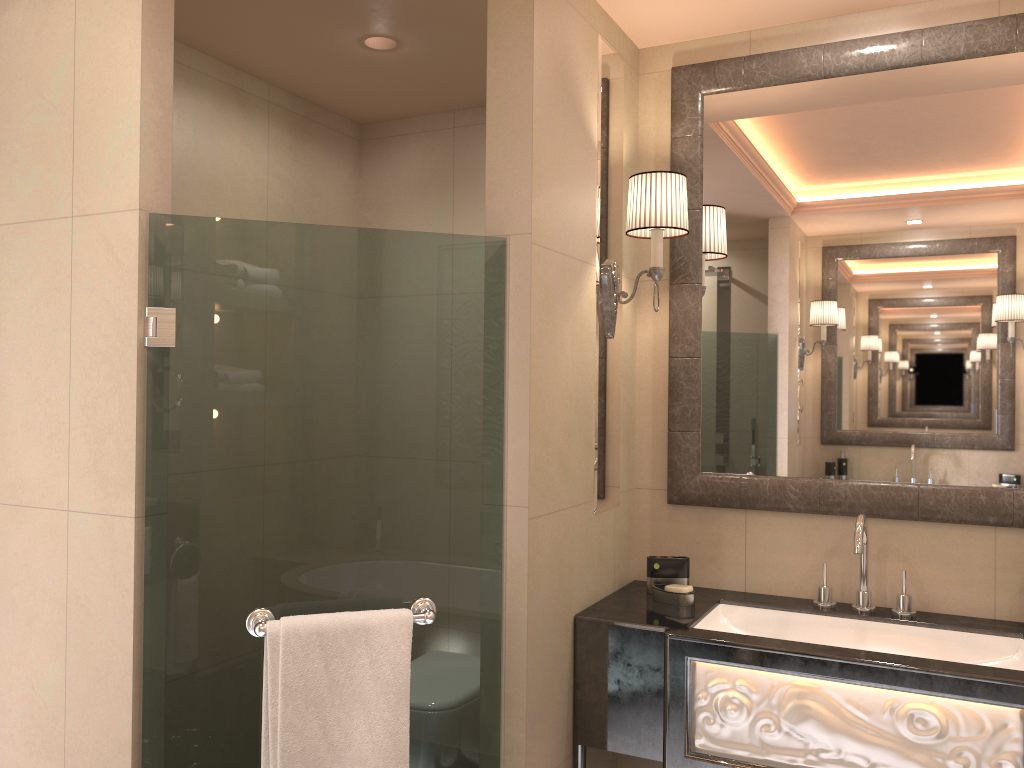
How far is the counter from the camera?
1.87m

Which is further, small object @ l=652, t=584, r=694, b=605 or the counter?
small object @ l=652, t=584, r=694, b=605

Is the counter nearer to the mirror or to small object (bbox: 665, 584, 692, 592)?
small object (bbox: 665, 584, 692, 592)

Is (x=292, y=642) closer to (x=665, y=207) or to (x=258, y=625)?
(x=258, y=625)

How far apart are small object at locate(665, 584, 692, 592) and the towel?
0.8m

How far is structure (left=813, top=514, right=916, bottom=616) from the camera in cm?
223

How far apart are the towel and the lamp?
1.0m

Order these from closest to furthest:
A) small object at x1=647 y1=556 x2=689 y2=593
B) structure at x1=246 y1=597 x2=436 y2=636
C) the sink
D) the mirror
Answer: structure at x1=246 y1=597 x2=436 y2=636, the sink, the mirror, small object at x1=647 y1=556 x2=689 y2=593

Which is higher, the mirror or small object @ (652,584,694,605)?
the mirror

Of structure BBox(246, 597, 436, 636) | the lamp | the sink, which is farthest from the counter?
the lamp
